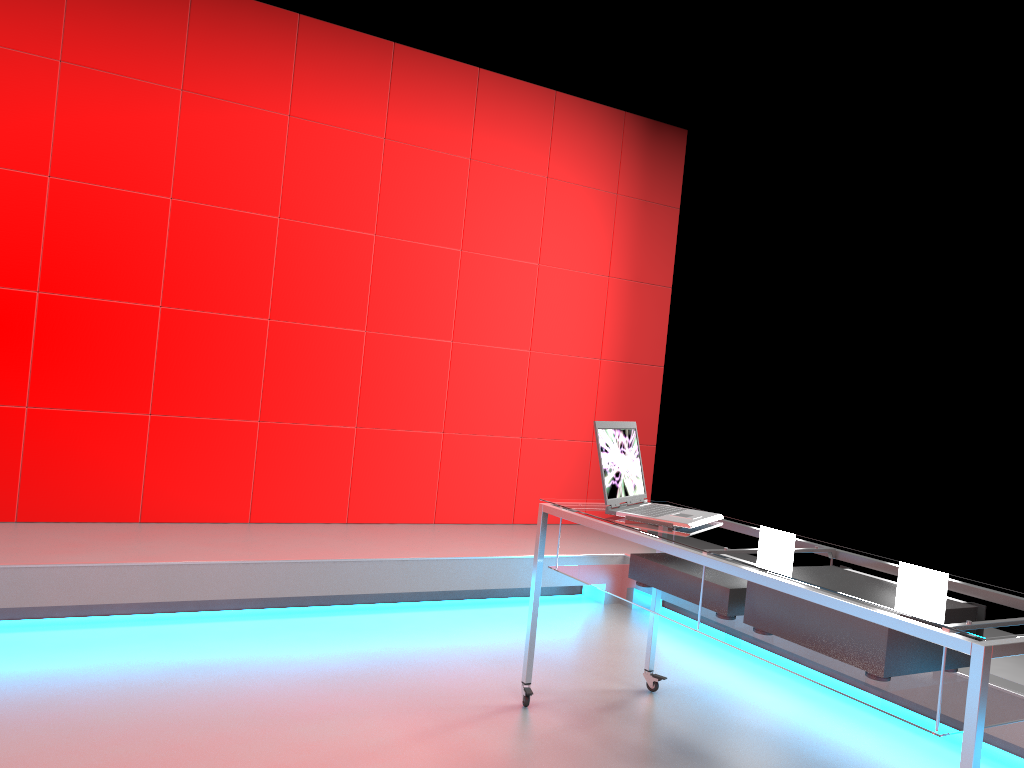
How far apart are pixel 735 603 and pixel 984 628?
0.8m

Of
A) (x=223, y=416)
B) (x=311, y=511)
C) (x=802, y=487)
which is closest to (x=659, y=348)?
(x=802, y=487)

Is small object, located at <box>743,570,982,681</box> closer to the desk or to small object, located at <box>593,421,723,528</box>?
the desk

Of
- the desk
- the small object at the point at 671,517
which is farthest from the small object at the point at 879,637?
the small object at the point at 671,517

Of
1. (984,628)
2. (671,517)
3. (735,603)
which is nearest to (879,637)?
(984,628)

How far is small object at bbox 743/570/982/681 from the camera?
2.0m

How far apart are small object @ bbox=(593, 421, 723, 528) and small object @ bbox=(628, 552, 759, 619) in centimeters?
13cm

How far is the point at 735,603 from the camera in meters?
2.4 m

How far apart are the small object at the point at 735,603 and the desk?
0.02m

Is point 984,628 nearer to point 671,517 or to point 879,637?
point 879,637
